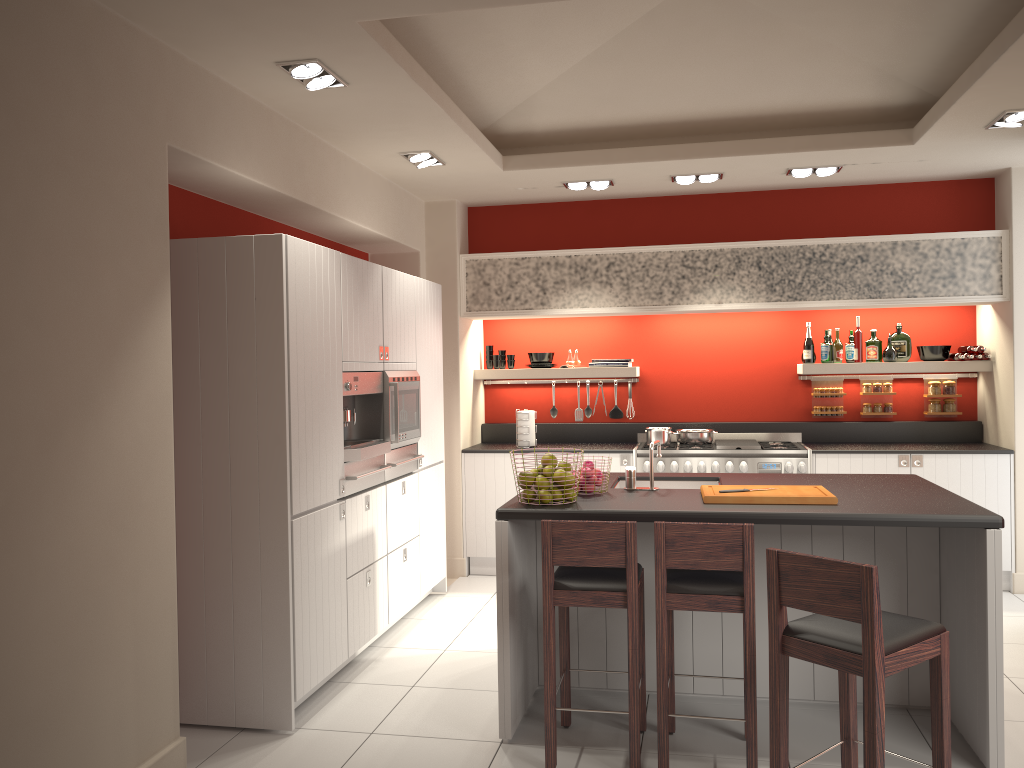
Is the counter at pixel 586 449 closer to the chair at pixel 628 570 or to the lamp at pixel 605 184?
the lamp at pixel 605 184

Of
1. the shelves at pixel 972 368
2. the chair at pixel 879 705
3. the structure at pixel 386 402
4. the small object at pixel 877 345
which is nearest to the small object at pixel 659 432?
the shelves at pixel 972 368

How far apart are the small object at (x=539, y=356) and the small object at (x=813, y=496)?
3.42m

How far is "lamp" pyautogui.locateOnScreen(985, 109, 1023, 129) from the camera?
4.9m

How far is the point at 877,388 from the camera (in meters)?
7.08

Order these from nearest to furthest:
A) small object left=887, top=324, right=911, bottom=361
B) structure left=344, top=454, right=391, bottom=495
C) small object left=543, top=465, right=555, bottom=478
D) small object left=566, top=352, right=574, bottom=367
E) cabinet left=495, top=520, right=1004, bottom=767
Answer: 1. cabinet left=495, top=520, right=1004, bottom=767
2. small object left=543, top=465, right=555, bottom=478
3. structure left=344, top=454, right=391, bottom=495
4. small object left=887, top=324, right=911, bottom=361
5. small object left=566, top=352, right=574, bottom=367

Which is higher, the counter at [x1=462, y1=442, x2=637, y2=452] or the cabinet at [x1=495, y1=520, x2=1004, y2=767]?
the counter at [x1=462, y1=442, x2=637, y2=452]

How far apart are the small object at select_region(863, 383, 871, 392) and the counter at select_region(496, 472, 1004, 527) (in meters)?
2.55

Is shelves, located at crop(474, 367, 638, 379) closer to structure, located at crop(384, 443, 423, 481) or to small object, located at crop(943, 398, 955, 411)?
structure, located at crop(384, 443, 423, 481)

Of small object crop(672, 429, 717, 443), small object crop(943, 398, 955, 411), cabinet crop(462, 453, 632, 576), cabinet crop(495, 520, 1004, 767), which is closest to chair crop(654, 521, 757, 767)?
cabinet crop(495, 520, 1004, 767)
